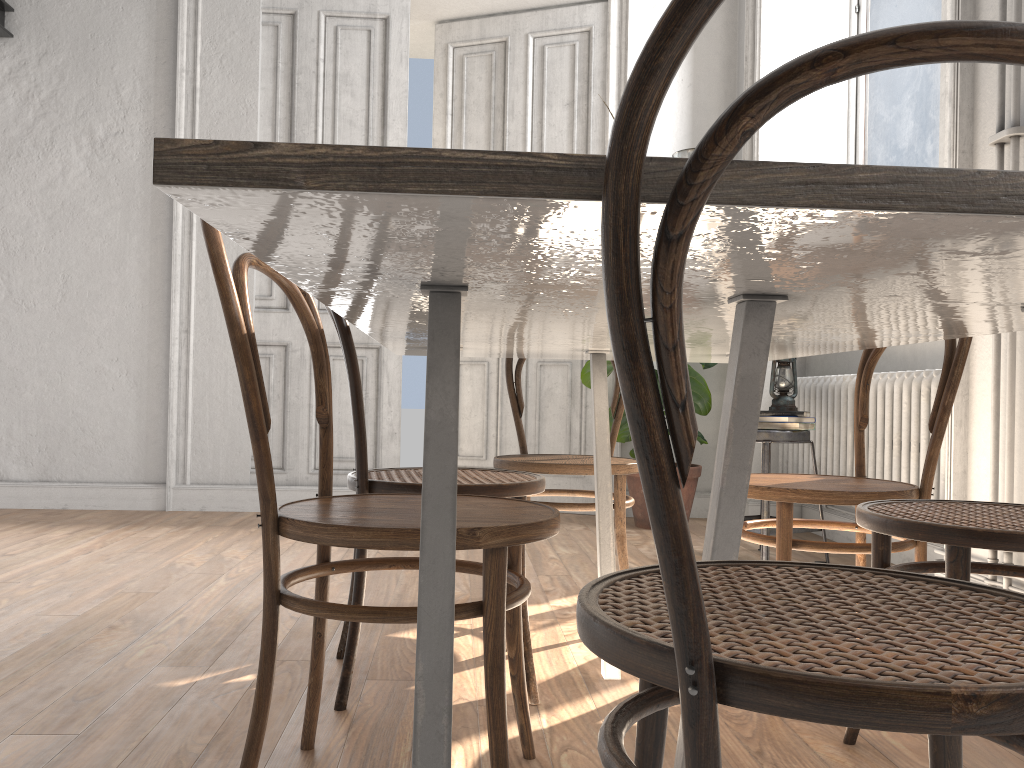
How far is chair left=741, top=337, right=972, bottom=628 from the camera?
1.81m

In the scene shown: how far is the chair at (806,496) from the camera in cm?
181

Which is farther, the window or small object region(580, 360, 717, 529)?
small object region(580, 360, 717, 529)

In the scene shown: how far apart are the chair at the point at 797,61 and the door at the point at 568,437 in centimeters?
386cm

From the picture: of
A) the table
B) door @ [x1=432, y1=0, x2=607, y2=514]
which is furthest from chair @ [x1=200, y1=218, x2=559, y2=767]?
door @ [x1=432, y1=0, x2=607, y2=514]

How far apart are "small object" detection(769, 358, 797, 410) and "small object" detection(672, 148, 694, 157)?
1.81m

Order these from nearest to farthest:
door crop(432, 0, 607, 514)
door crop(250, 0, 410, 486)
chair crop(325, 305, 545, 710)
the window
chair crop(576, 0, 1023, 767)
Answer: chair crop(576, 0, 1023, 767) < chair crop(325, 305, 545, 710) < the window < door crop(250, 0, 410, 486) < door crop(432, 0, 607, 514)

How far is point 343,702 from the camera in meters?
1.7

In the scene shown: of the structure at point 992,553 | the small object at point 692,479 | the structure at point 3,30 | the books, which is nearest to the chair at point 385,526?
the structure at point 992,553

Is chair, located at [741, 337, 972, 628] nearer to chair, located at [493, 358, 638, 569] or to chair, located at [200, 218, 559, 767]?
chair, located at [493, 358, 638, 569]
